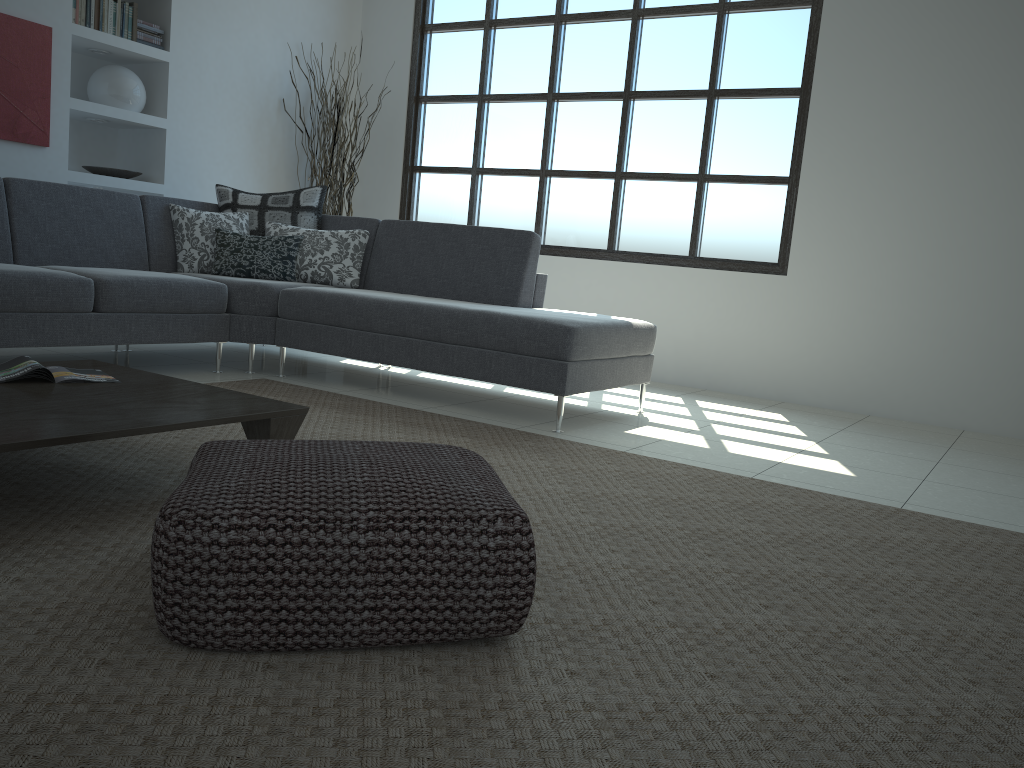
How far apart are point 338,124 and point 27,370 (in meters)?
4.26

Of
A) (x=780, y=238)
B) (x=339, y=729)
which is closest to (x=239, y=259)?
(x=780, y=238)

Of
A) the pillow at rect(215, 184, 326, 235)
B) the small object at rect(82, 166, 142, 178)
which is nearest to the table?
the pillow at rect(215, 184, 326, 235)

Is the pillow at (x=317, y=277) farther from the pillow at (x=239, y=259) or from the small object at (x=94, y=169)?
the small object at (x=94, y=169)

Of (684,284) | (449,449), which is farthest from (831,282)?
(449,449)

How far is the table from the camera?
1.9 meters

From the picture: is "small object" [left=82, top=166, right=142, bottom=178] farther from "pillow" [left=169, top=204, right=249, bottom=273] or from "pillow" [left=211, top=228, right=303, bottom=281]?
"pillow" [left=211, top=228, right=303, bottom=281]

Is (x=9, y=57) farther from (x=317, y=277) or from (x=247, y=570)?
(x=247, y=570)

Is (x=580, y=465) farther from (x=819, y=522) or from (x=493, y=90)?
(x=493, y=90)

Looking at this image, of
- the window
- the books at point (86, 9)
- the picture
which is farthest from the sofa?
the window
